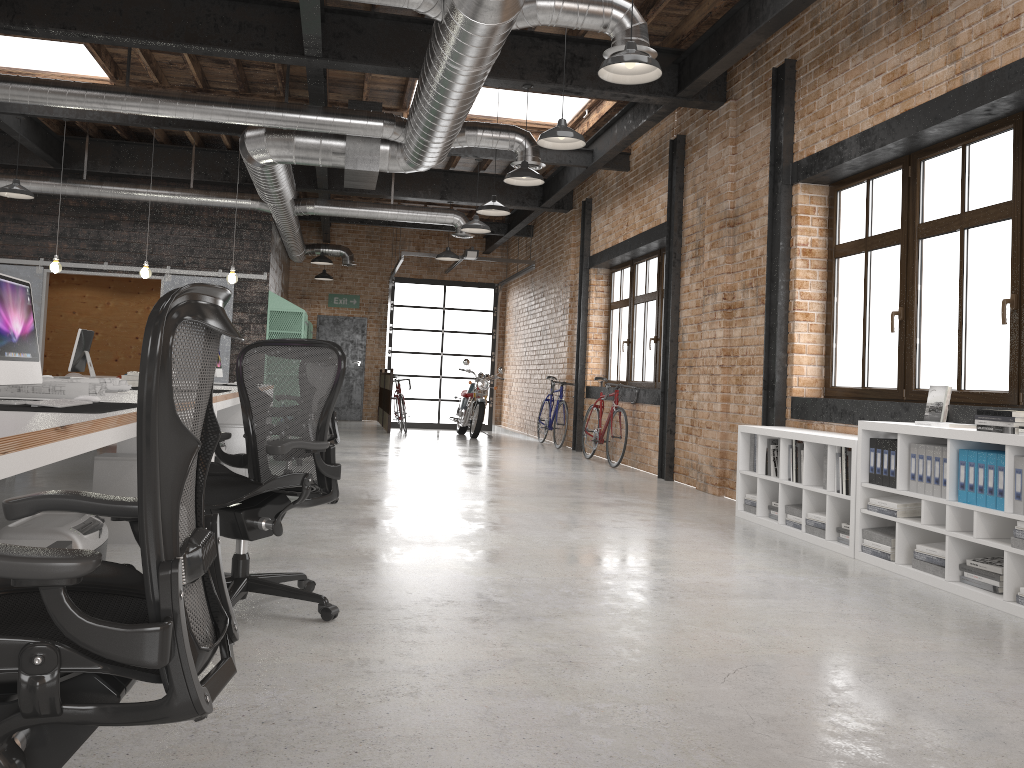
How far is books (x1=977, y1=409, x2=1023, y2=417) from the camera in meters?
4.1 m

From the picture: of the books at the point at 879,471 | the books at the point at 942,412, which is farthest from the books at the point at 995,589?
the books at the point at 942,412

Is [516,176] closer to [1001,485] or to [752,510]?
[752,510]

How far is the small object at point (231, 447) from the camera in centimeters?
768cm

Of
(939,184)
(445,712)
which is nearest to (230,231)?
(939,184)

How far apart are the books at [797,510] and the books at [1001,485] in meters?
1.8

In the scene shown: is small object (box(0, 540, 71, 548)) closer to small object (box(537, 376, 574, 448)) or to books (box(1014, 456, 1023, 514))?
books (box(1014, 456, 1023, 514))

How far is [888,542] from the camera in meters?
4.9 m

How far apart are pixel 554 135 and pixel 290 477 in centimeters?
378cm

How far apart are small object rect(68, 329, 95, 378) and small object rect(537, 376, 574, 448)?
6.4 meters
